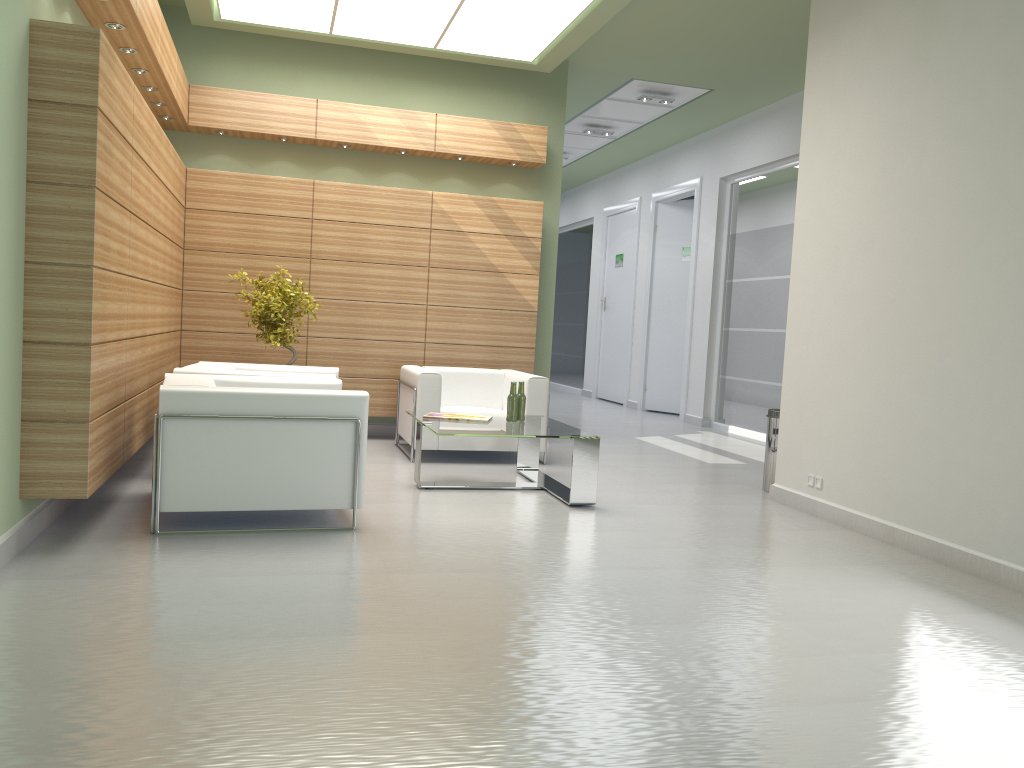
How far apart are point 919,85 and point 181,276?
9.7 meters

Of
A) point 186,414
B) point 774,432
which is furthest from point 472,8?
point 186,414

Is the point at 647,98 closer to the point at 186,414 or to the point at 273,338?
the point at 273,338

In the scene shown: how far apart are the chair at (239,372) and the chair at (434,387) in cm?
107

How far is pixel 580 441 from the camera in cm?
940

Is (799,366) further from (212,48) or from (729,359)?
(212,48)

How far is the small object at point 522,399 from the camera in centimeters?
1053cm

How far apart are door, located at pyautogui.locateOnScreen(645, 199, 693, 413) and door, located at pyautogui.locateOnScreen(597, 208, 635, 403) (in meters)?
1.67

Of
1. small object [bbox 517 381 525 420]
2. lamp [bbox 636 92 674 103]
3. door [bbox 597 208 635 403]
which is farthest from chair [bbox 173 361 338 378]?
door [bbox 597 208 635 403]

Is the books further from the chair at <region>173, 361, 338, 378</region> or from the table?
the chair at <region>173, 361, 338, 378</region>
